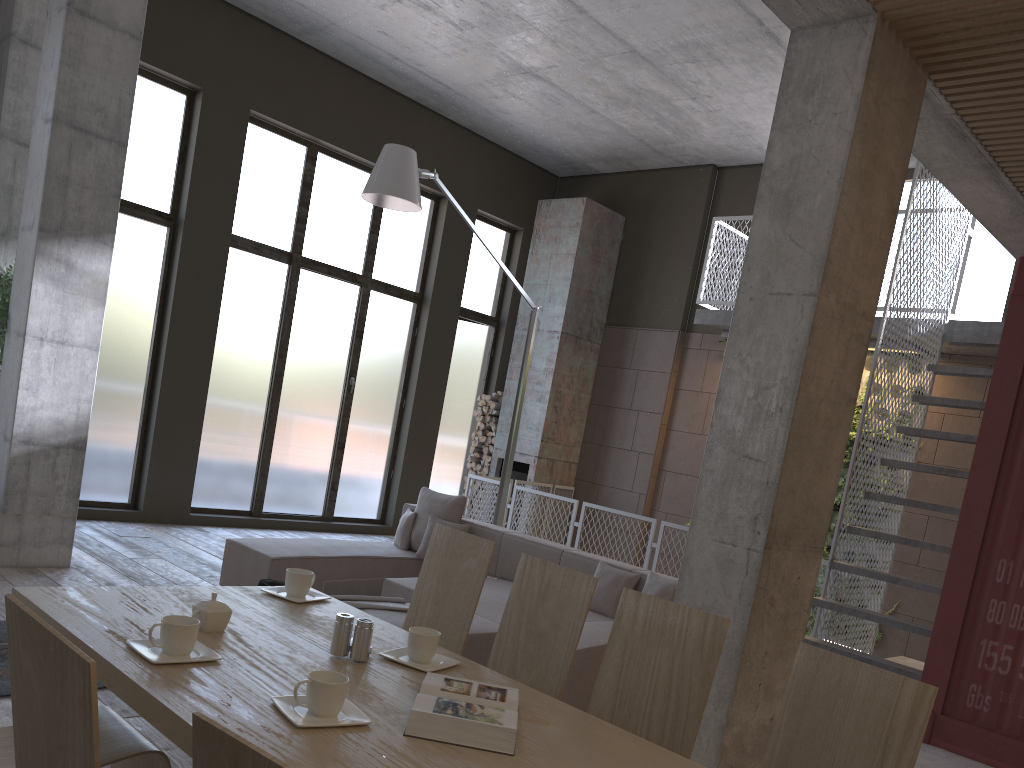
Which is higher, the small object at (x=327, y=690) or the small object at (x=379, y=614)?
the small object at (x=327, y=690)

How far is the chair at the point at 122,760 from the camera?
2.2 meters

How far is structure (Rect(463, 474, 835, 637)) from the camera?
A: 8.9 meters

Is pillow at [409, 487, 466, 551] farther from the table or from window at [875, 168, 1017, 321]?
window at [875, 168, 1017, 321]

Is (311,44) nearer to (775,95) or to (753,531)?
(775,95)

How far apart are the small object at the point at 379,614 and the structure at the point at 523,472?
6.2 meters

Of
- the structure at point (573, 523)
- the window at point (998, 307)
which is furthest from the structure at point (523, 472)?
the window at point (998, 307)

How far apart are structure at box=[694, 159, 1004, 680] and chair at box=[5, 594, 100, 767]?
5.8m

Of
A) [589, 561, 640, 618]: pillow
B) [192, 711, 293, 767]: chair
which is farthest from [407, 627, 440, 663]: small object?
[589, 561, 640, 618]: pillow

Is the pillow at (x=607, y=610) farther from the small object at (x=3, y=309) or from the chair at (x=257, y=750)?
the chair at (x=257, y=750)
